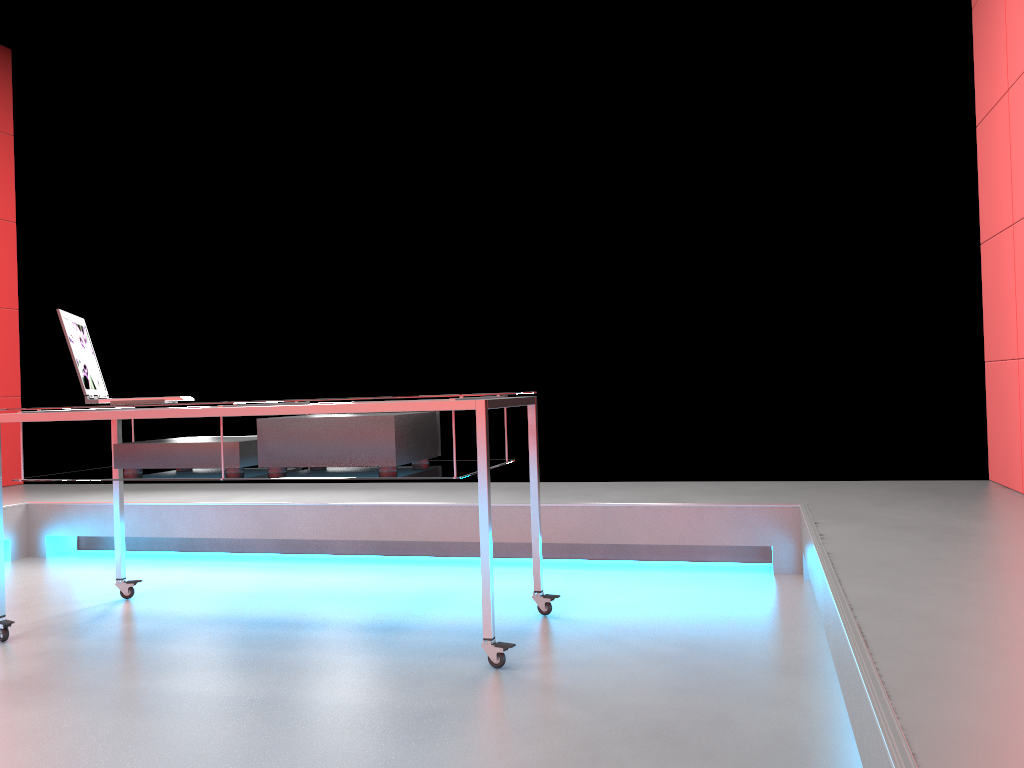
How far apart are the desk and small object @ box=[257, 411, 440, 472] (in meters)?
0.02

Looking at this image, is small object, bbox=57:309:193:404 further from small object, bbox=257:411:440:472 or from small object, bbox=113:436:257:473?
small object, bbox=257:411:440:472

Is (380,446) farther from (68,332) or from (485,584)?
(68,332)

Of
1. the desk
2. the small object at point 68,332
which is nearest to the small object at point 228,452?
the desk

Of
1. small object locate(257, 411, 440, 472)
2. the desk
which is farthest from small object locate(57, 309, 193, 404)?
small object locate(257, 411, 440, 472)

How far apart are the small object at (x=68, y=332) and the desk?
0.05m

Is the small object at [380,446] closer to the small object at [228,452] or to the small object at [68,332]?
the small object at [228,452]

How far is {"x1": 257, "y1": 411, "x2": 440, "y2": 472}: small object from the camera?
2.5m

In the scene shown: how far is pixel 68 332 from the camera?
2.61m

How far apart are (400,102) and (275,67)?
0.7m
